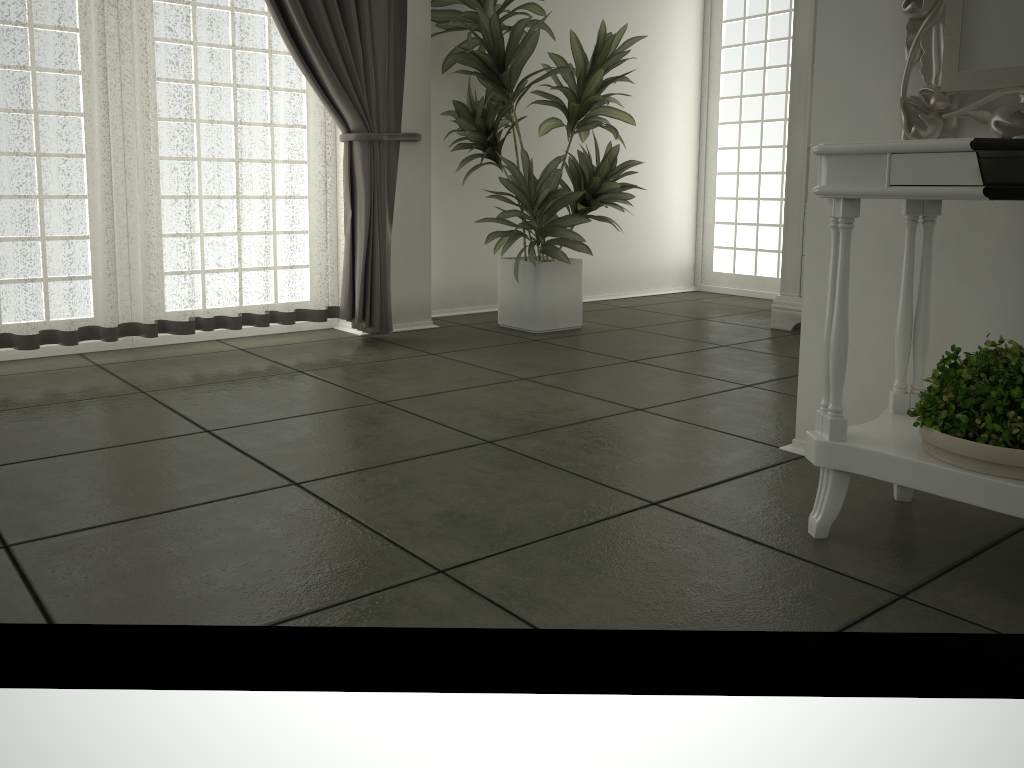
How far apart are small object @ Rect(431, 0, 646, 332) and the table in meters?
2.2

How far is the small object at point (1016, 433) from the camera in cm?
157

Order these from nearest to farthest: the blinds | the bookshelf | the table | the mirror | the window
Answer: the table < the mirror < the blinds < the bookshelf < the window

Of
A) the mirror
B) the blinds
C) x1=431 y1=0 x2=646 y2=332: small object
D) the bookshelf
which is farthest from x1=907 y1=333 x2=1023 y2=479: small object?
the bookshelf

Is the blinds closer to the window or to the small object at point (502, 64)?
the small object at point (502, 64)

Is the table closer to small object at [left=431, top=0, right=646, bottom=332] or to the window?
small object at [left=431, top=0, right=646, bottom=332]

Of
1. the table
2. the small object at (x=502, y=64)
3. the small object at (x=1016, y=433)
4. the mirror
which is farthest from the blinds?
the small object at (x=1016, y=433)

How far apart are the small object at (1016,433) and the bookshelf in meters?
2.7

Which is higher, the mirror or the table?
the mirror

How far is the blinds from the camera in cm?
326
